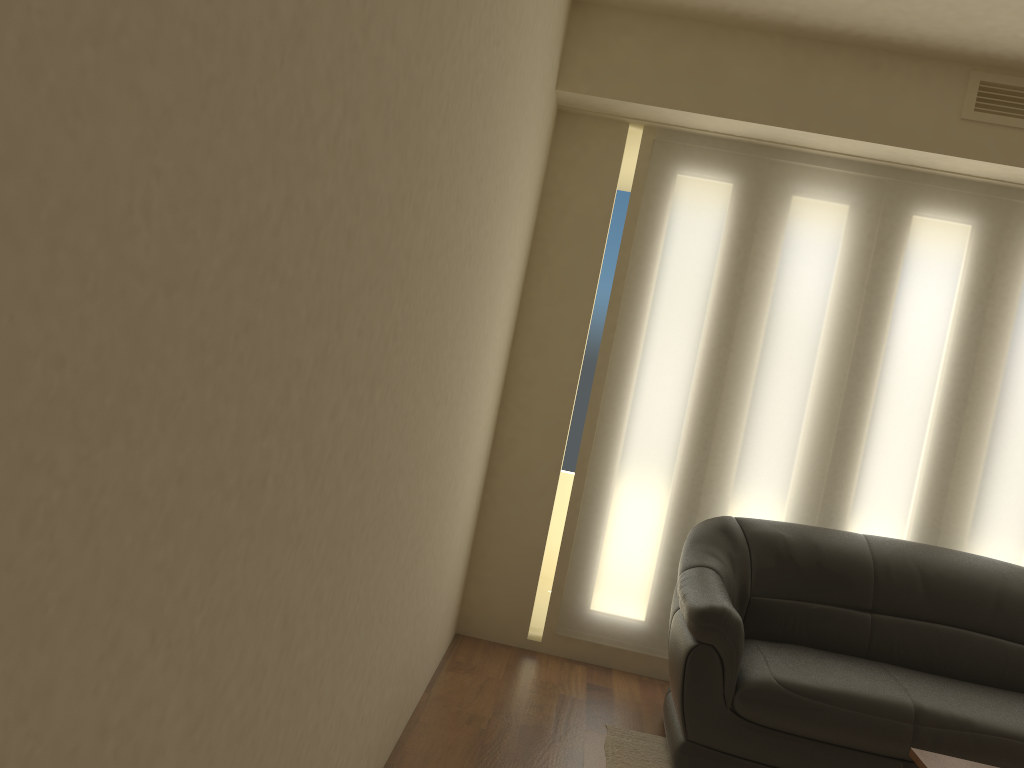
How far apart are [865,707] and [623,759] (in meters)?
0.89

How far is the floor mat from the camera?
3.3 meters

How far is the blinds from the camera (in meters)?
4.09

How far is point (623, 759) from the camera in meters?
3.3

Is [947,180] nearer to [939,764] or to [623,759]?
[939,764]

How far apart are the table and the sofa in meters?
0.6 m

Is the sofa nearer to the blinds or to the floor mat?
the floor mat

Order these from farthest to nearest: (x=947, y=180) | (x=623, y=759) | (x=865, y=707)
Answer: (x=947, y=180)
(x=623, y=759)
(x=865, y=707)

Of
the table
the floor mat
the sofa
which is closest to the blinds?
the sofa

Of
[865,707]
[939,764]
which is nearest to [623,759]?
[865,707]
